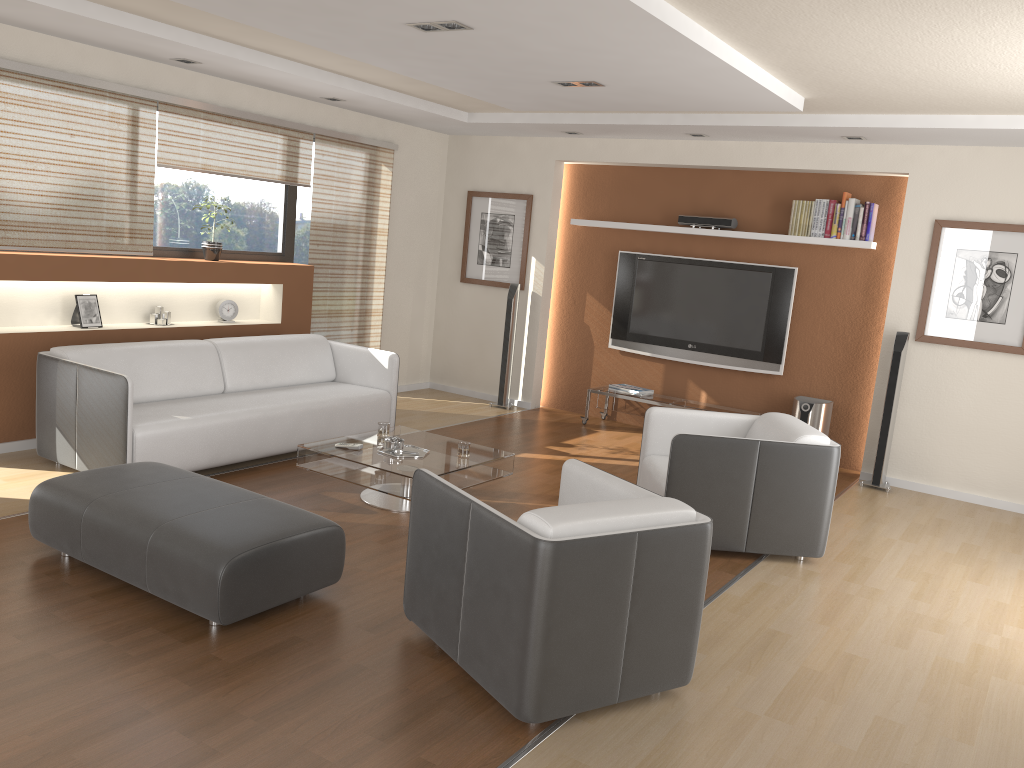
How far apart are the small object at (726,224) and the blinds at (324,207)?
2.6 meters

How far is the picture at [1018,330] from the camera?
6.17m

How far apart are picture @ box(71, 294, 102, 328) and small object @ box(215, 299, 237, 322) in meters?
1.0

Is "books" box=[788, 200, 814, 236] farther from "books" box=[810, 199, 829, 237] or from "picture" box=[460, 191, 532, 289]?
"picture" box=[460, 191, 532, 289]

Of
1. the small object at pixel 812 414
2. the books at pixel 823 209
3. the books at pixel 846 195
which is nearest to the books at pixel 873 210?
the books at pixel 846 195

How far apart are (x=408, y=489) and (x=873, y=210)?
4.2 meters

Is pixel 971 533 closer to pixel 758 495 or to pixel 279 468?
pixel 758 495

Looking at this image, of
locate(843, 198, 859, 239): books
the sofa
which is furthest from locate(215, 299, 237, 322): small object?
locate(843, 198, 859, 239): books

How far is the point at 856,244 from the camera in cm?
676

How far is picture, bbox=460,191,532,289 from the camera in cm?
830
